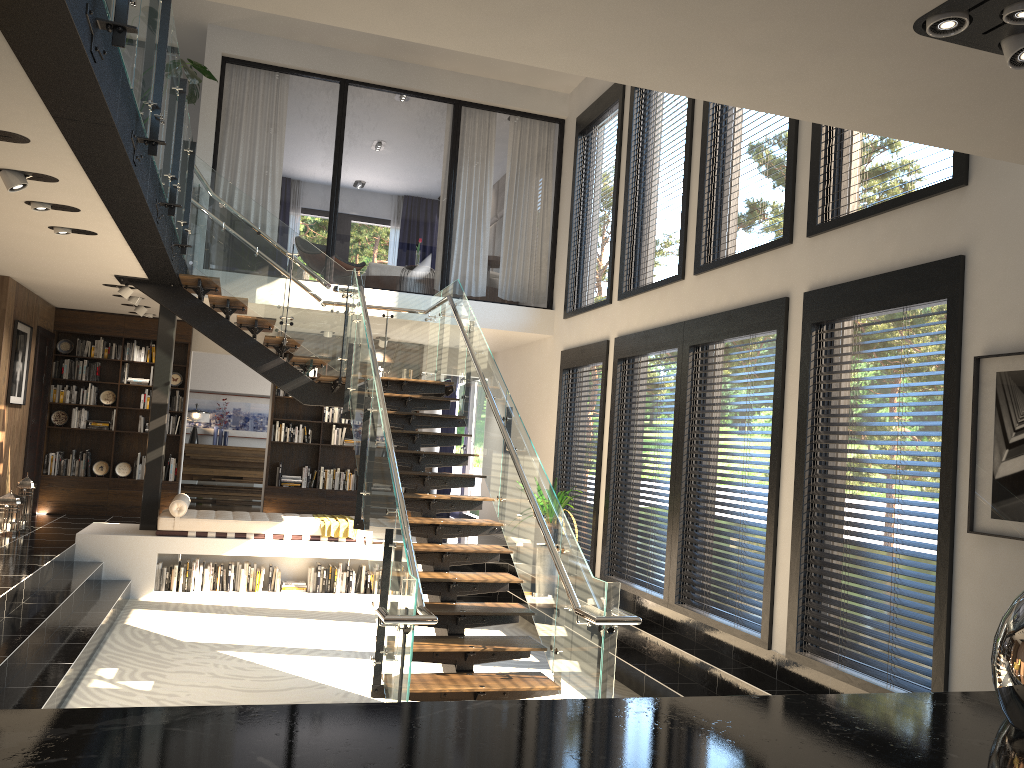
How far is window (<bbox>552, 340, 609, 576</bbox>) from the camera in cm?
940

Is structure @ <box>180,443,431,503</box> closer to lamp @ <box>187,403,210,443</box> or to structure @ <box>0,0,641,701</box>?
lamp @ <box>187,403,210,443</box>

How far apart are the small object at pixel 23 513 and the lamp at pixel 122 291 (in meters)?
2.30

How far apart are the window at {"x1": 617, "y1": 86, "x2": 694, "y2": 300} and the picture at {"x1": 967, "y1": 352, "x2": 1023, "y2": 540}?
3.47m

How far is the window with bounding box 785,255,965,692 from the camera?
4.7 meters

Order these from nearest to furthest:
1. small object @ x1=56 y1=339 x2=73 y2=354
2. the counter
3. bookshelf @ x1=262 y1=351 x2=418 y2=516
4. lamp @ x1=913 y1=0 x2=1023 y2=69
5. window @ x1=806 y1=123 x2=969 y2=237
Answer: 1. the counter
2. lamp @ x1=913 y1=0 x2=1023 y2=69
3. window @ x1=806 y1=123 x2=969 y2=237
4. small object @ x1=56 y1=339 x2=73 y2=354
5. bookshelf @ x1=262 y1=351 x2=418 y2=516

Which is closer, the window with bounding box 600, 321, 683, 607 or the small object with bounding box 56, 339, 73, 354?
the window with bounding box 600, 321, 683, 607

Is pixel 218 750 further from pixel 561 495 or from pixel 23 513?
pixel 23 513

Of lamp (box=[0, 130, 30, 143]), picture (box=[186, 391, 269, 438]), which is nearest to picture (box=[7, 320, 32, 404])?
picture (box=[186, 391, 269, 438])

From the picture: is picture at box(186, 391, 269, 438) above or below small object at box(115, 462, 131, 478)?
above
